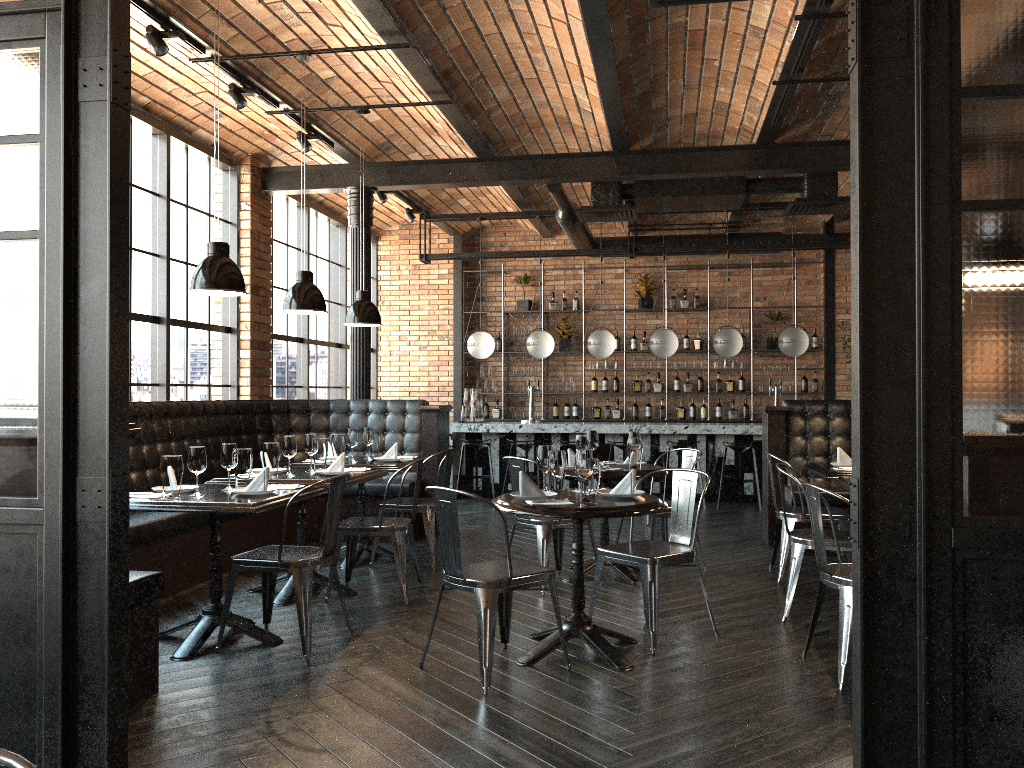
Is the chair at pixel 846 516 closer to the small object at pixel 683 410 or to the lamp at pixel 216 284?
the lamp at pixel 216 284

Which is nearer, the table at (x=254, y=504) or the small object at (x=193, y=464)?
the table at (x=254, y=504)

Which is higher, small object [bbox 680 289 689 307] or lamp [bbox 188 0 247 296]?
small object [bbox 680 289 689 307]

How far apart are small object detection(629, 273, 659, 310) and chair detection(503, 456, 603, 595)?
6.55m

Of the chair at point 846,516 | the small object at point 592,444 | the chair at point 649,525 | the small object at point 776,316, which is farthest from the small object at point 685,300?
the small object at point 592,444

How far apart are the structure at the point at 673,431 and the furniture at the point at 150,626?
2.3m

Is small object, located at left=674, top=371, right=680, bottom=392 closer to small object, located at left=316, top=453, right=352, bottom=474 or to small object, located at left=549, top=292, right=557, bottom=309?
small object, located at left=549, top=292, right=557, bottom=309

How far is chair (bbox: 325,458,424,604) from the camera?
5.36m

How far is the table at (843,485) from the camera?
5.1m

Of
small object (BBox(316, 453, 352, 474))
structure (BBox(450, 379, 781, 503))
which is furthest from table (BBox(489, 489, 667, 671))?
structure (BBox(450, 379, 781, 503))
